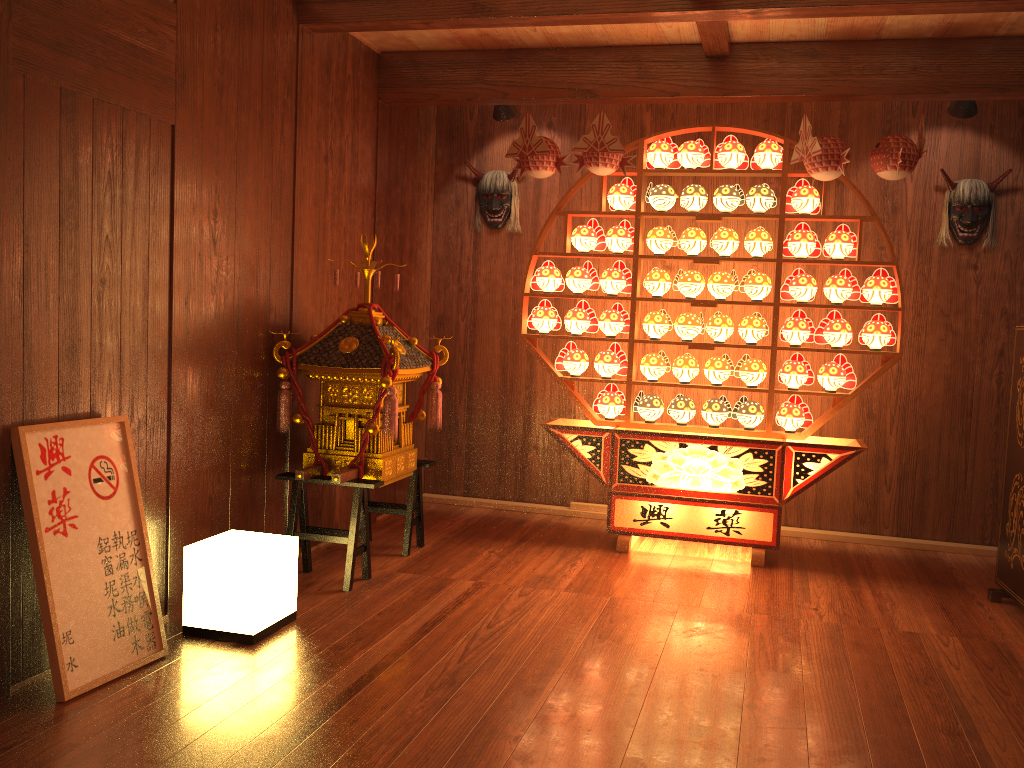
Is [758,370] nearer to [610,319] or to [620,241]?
[610,319]

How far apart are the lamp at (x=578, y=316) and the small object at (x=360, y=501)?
0.80m

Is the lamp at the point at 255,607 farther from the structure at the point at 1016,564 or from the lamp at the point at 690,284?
the structure at the point at 1016,564

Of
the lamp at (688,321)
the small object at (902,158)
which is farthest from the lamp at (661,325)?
the small object at (902,158)

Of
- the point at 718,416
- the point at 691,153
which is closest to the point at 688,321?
the point at 718,416

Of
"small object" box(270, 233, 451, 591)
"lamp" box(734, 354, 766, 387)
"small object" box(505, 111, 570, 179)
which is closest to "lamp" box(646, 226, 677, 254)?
"small object" box(505, 111, 570, 179)

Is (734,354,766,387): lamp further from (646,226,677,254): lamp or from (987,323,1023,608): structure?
(987,323,1023,608): structure

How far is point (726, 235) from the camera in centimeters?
442cm

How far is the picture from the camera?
2.6 meters

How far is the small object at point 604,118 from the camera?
4.28m
